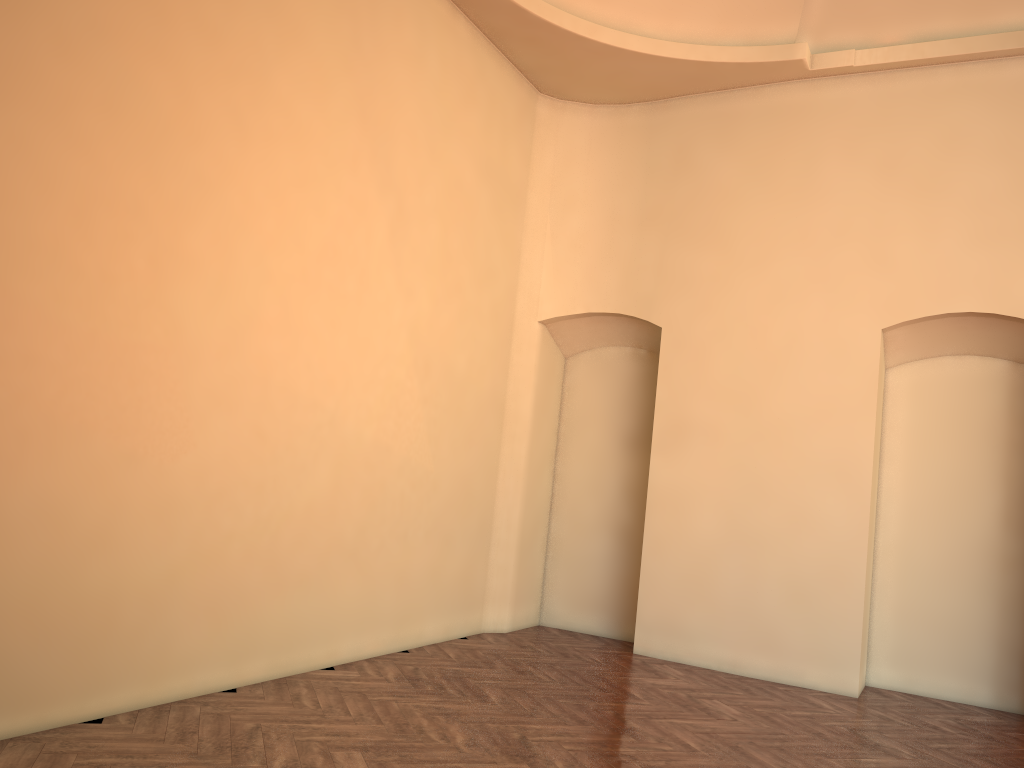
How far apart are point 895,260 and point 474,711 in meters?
5.0
